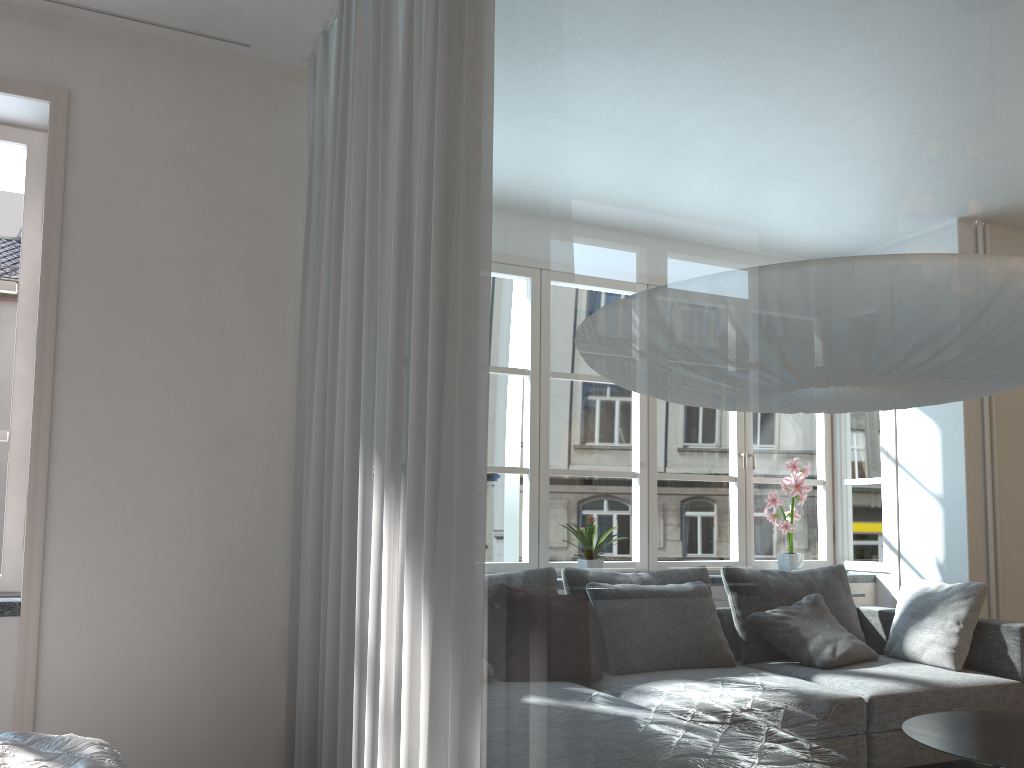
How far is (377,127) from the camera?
2.4 meters

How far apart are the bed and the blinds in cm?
50

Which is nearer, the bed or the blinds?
the blinds

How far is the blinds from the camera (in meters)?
1.63

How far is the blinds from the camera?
1.6 meters

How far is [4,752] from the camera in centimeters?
197cm

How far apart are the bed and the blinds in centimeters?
50cm

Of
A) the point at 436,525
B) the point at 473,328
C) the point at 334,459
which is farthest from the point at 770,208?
the point at 334,459

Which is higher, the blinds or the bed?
the blinds

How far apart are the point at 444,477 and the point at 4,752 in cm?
124
